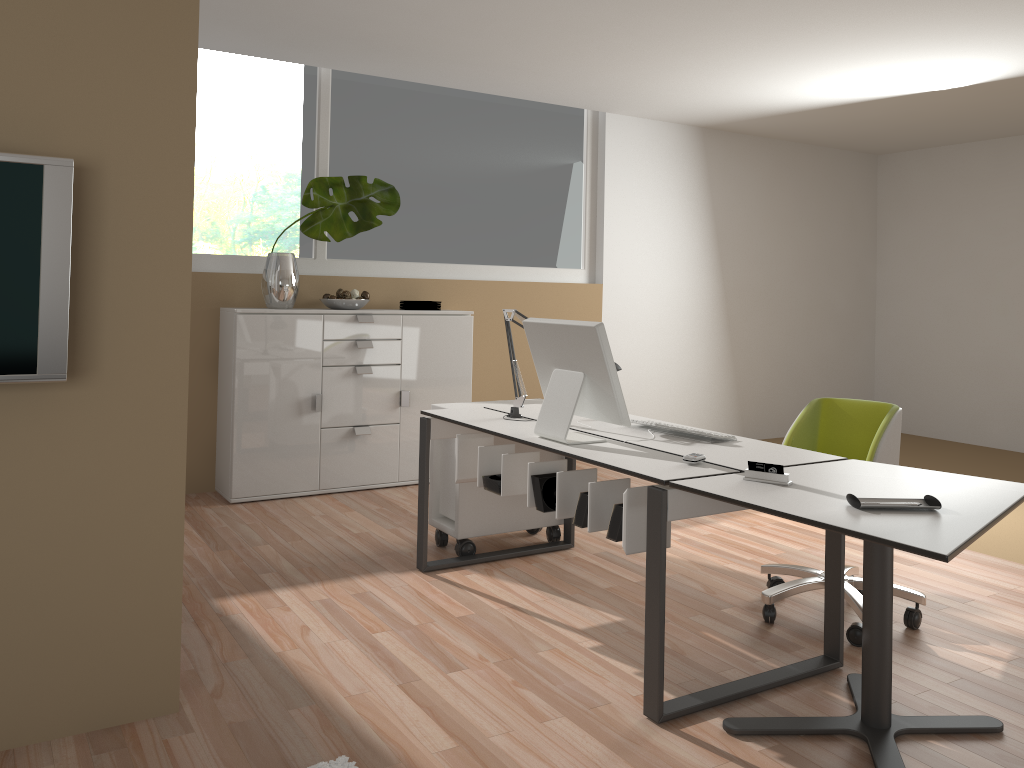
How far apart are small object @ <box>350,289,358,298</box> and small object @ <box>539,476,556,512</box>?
2.7 meters

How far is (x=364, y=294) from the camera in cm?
544

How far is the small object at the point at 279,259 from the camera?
5.09m

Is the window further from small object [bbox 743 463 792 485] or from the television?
small object [bbox 743 463 792 485]

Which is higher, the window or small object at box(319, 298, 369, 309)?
the window

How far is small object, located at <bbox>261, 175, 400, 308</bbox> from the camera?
5.1m

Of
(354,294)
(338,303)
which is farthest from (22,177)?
(354,294)

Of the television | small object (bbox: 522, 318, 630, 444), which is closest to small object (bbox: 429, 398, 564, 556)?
small object (bbox: 522, 318, 630, 444)

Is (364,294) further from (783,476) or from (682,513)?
(783,476)

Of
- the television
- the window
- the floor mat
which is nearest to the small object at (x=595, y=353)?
the floor mat
